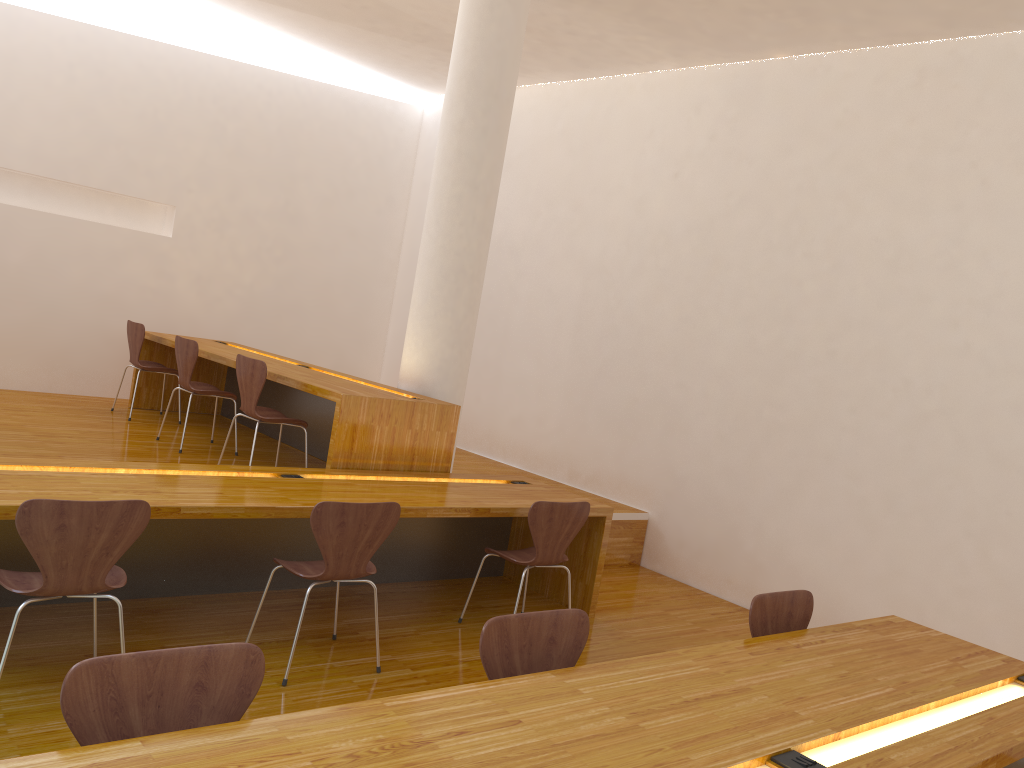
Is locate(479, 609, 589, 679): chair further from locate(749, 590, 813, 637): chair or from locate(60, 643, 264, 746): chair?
locate(749, 590, 813, 637): chair

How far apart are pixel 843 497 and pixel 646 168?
2.8m

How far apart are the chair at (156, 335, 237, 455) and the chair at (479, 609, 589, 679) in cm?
372

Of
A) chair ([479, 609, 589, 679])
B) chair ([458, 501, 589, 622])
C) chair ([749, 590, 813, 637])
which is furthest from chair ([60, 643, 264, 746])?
chair ([458, 501, 589, 622])

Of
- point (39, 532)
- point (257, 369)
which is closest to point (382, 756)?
point (39, 532)

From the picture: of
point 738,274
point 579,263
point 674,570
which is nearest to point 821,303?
point 738,274

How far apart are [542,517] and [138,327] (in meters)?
3.74

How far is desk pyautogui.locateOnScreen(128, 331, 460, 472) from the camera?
4.5m

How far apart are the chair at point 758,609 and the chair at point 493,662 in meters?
0.7 m

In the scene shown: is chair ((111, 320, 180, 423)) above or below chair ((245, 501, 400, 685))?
above
